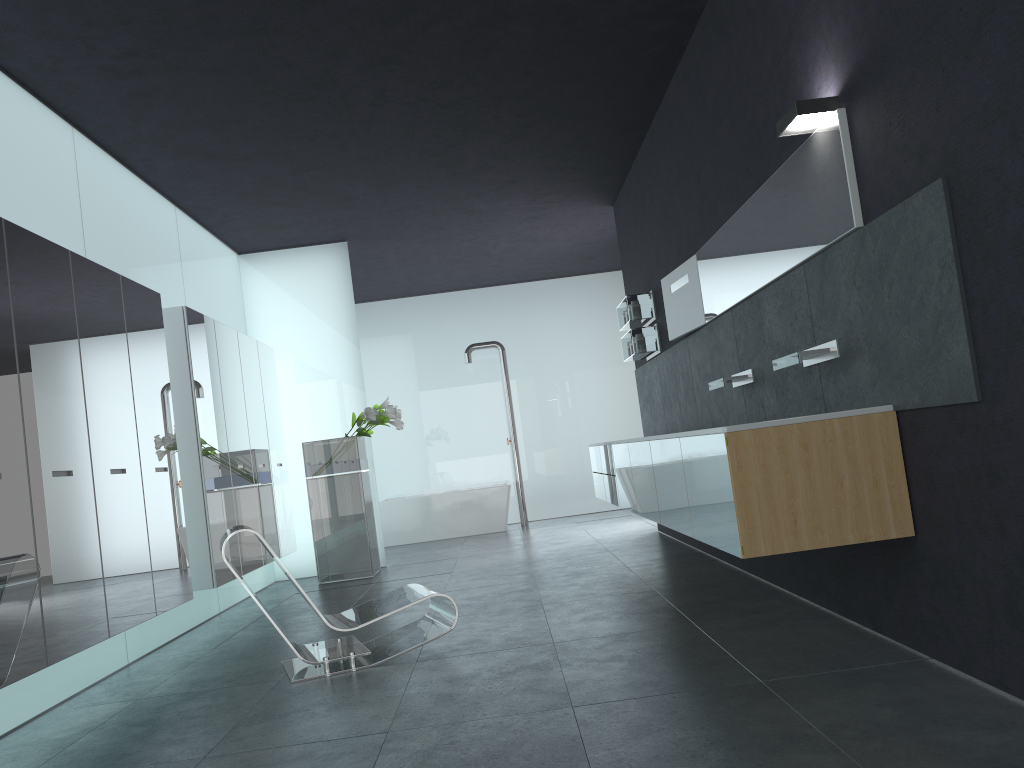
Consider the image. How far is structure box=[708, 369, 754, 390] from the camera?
5.69m

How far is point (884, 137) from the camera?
3.6m

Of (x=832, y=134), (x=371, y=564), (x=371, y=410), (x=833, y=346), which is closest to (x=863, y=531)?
(x=833, y=346)

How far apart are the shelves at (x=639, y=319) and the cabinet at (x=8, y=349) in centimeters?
373cm

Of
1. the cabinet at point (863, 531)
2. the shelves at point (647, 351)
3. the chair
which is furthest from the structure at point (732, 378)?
the shelves at point (647, 351)

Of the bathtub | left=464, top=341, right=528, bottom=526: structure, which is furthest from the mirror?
left=464, top=341, right=528, bottom=526: structure

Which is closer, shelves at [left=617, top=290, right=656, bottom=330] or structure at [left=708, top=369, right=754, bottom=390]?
structure at [left=708, top=369, right=754, bottom=390]

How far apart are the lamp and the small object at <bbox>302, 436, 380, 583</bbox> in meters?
6.2

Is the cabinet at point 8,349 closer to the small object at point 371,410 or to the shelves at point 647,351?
the small object at point 371,410

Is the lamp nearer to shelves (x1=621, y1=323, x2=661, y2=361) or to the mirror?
the mirror
